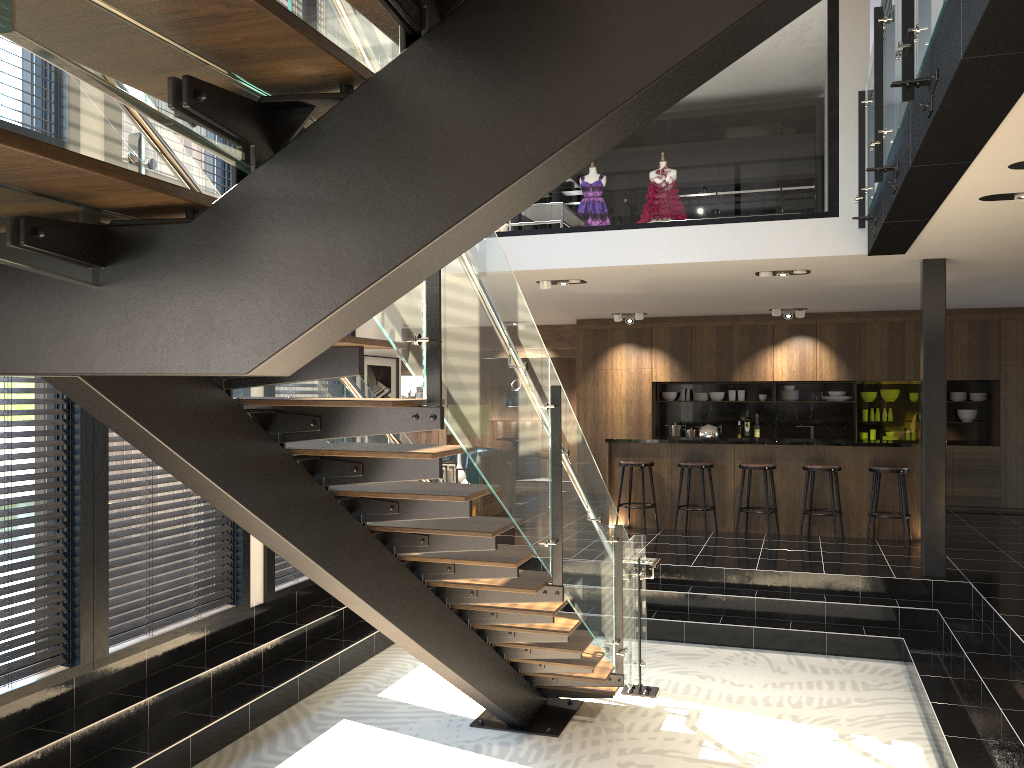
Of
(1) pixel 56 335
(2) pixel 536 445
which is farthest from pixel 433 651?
(1) pixel 56 335

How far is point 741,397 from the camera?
13.23m

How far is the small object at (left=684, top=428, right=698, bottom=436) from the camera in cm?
1323

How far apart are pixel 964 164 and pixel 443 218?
4.0 meters

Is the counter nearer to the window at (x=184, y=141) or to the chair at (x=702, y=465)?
the chair at (x=702, y=465)

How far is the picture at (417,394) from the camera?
15.2m

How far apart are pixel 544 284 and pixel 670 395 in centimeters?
515cm

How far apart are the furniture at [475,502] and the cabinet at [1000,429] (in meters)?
2.16

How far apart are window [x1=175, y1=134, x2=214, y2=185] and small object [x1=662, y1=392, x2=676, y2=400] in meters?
8.6

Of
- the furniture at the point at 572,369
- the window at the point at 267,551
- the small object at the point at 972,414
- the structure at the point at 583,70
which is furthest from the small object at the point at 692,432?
the window at the point at 267,551
